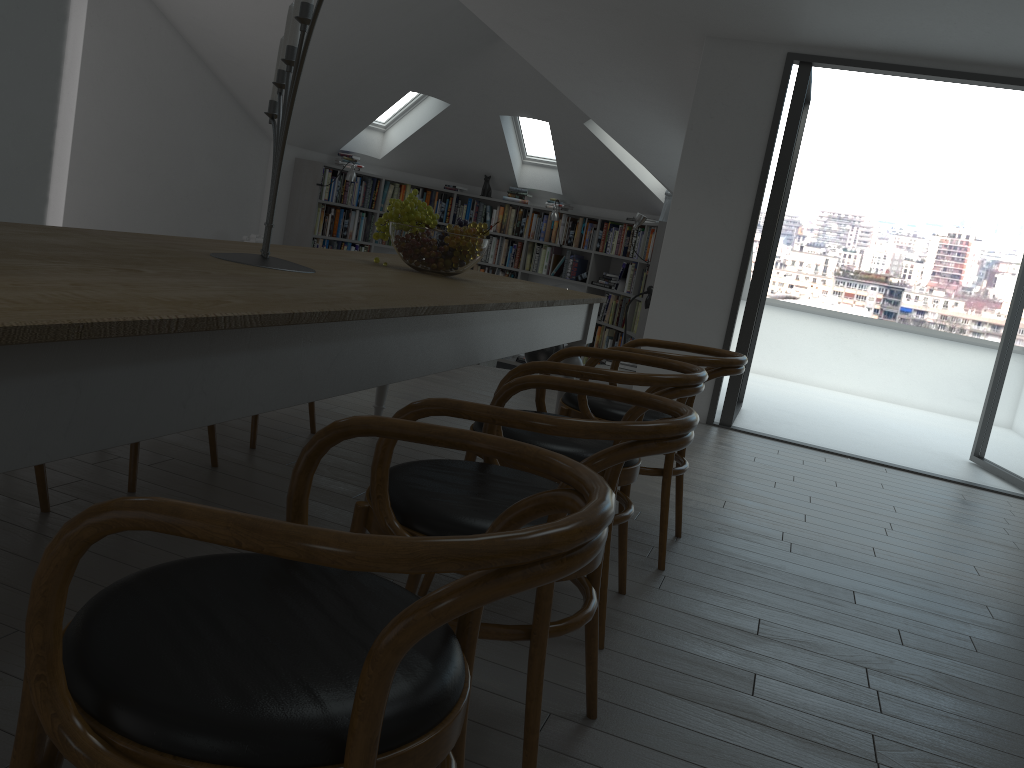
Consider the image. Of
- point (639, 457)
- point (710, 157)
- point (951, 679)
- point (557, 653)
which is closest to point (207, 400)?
point (639, 457)

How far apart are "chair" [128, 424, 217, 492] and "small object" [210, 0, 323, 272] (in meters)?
0.87

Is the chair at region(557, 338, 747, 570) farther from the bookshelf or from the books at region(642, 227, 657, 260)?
the books at region(642, 227, 657, 260)

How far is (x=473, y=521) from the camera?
1.56m

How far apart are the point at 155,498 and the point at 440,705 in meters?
0.4 m

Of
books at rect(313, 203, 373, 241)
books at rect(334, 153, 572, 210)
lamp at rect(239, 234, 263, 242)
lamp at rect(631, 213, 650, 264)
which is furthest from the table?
books at rect(334, 153, 572, 210)

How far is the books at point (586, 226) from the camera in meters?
10.2 m

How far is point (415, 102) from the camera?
9.8m

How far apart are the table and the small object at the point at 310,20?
0.1m

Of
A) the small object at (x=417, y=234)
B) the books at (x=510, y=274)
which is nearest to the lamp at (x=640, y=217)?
the books at (x=510, y=274)
